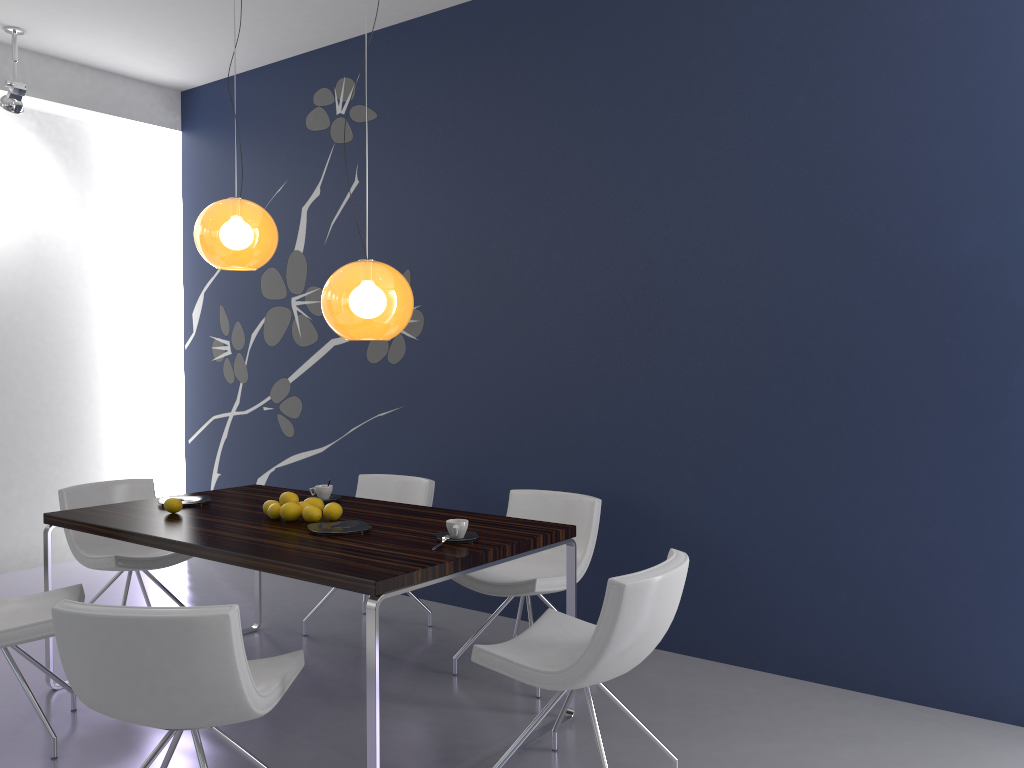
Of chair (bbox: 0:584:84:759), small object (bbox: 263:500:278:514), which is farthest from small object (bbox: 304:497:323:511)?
chair (bbox: 0:584:84:759)

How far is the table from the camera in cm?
279

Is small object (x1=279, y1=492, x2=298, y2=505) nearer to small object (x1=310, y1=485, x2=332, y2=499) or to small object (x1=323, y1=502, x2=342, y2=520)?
small object (x1=323, y1=502, x2=342, y2=520)

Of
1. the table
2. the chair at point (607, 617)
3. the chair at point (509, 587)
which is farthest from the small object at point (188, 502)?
the chair at point (607, 617)

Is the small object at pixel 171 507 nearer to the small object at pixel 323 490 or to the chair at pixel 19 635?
the chair at pixel 19 635

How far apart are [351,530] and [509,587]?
0.81m

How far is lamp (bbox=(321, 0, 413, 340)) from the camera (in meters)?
3.29

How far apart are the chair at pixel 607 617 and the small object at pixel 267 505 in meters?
1.3 m

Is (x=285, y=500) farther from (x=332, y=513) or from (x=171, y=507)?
(x=171, y=507)

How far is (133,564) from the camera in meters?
4.3 m
